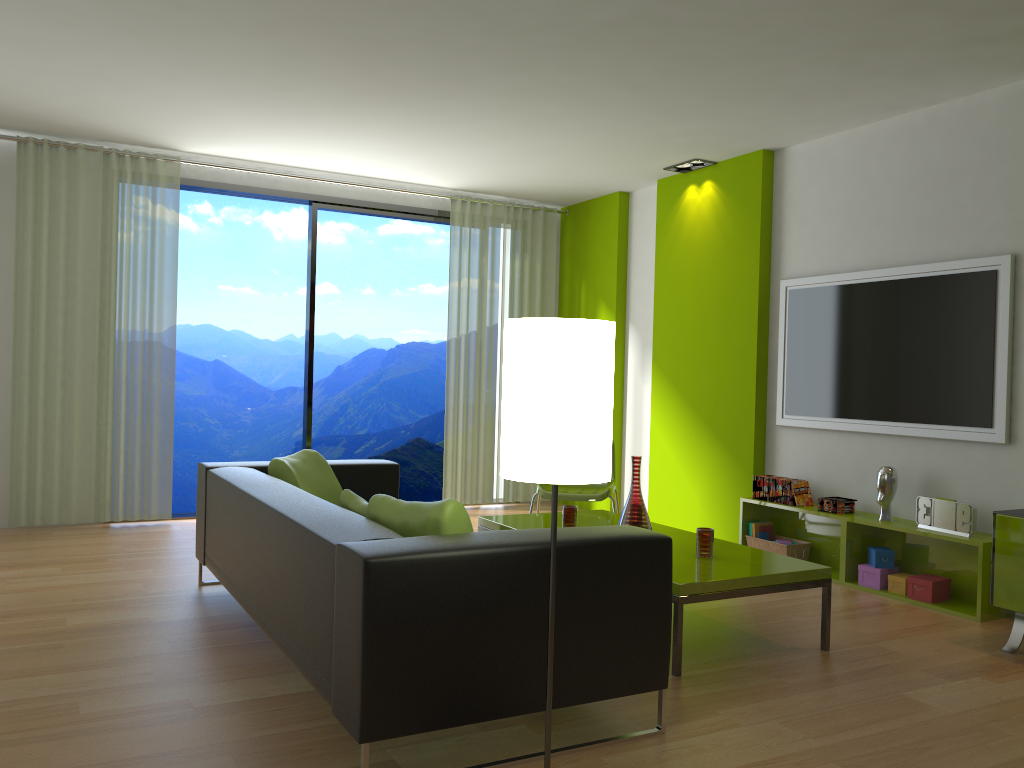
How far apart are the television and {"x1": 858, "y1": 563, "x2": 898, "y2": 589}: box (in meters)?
0.75

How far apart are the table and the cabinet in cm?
76

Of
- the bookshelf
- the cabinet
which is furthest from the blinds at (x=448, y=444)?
the cabinet

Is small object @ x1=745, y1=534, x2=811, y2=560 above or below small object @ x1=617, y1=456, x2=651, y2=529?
below

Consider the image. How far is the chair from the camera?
5.3m

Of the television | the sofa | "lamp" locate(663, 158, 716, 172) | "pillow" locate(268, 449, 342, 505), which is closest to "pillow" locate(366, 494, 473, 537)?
the sofa

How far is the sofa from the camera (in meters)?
2.32

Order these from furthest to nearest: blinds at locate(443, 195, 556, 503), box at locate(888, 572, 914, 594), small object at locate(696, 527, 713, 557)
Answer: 1. blinds at locate(443, 195, 556, 503)
2. box at locate(888, 572, 914, 594)
3. small object at locate(696, 527, 713, 557)

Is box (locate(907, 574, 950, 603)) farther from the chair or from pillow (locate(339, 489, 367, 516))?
pillow (locate(339, 489, 367, 516))

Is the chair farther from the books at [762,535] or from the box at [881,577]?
the box at [881,577]
